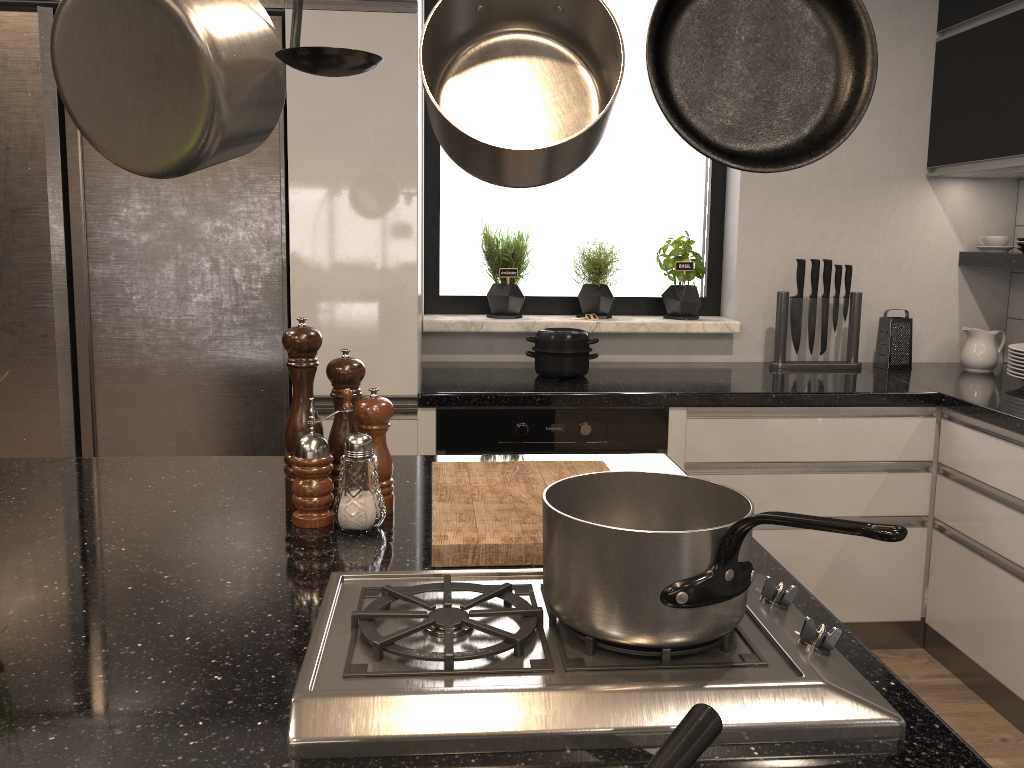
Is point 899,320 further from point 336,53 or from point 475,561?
point 336,53

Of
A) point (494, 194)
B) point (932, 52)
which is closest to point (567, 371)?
point (494, 194)

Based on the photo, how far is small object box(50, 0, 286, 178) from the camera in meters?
0.8

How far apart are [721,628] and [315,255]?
1.8m

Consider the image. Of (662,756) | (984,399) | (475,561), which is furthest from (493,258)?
(662,756)

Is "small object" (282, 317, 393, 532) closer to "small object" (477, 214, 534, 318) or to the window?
"small object" (477, 214, 534, 318)

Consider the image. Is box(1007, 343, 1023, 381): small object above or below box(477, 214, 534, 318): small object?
below

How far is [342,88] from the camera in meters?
2.3

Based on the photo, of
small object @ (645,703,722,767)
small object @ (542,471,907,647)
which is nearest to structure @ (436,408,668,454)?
small object @ (542,471,907,647)

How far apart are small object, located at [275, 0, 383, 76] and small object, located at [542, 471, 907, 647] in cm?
45
